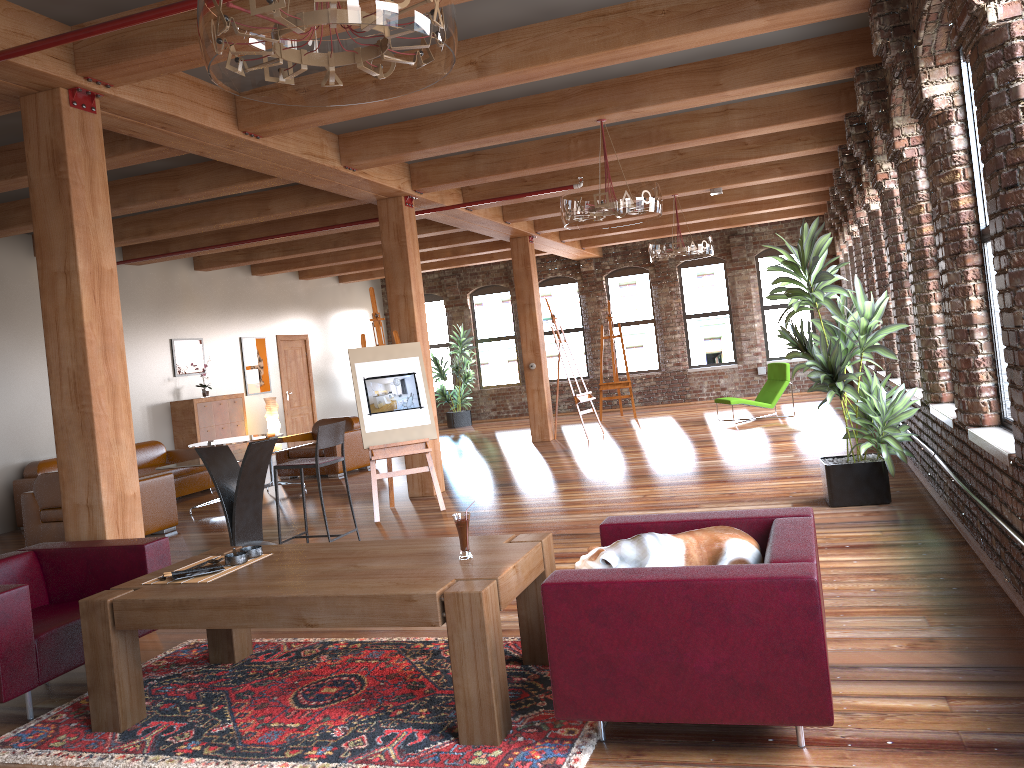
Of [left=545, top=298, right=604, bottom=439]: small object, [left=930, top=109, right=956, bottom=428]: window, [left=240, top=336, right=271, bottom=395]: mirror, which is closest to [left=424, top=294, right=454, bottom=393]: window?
[left=240, top=336, right=271, bottom=395]: mirror

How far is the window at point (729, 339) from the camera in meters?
17.2 m

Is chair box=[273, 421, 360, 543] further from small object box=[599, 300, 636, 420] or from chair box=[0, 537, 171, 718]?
small object box=[599, 300, 636, 420]

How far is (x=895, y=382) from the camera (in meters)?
8.39

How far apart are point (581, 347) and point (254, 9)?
15.9m

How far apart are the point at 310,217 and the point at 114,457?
6.5 meters

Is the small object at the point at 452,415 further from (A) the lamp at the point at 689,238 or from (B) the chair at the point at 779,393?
(A) the lamp at the point at 689,238

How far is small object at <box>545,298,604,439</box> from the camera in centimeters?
1303cm

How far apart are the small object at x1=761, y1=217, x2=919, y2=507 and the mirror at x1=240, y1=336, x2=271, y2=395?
9.9 meters

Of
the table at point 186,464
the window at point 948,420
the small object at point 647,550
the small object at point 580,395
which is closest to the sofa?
the table at point 186,464
